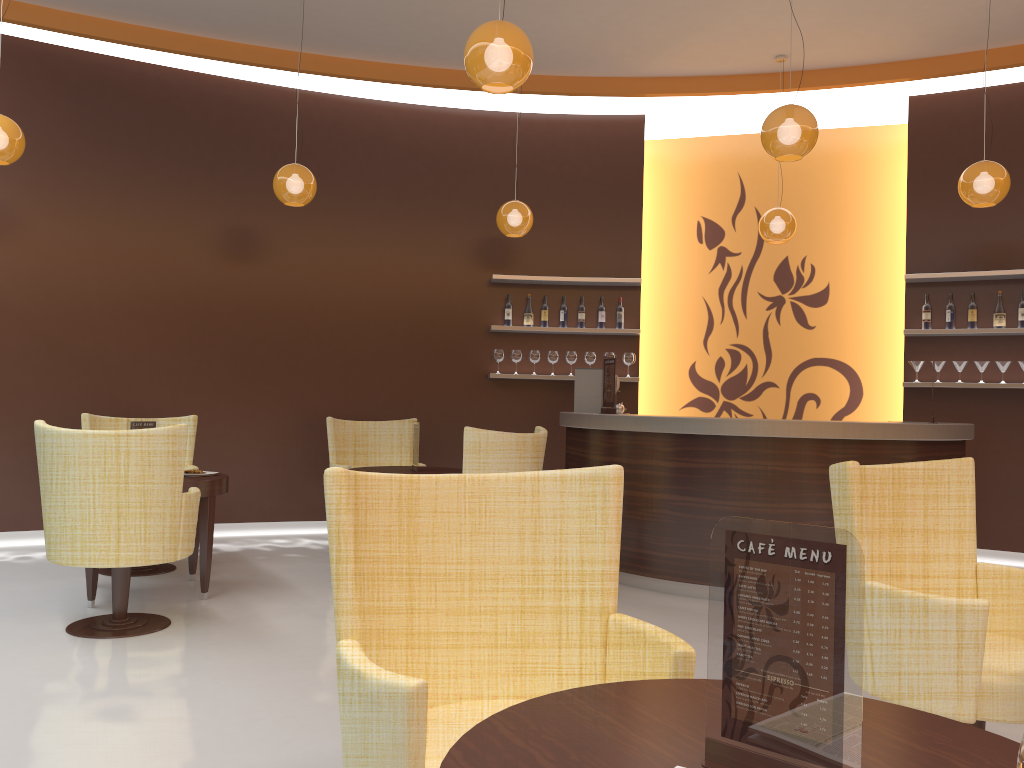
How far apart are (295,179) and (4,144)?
1.7 meters

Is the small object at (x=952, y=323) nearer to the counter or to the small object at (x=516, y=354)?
the counter

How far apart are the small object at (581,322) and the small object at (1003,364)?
3.3 meters

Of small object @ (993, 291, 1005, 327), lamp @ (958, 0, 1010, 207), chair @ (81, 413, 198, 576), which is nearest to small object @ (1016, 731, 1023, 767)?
lamp @ (958, 0, 1010, 207)

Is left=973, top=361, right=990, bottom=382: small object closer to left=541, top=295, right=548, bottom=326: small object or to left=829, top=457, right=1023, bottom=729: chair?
left=541, top=295, right=548, bottom=326: small object

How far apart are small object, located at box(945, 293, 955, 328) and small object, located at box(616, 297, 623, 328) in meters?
2.6 m

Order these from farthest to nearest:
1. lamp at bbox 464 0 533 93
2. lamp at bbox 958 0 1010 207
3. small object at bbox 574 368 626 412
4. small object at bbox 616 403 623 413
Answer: small object at bbox 574 368 626 412 < small object at bbox 616 403 623 413 < lamp at bbox 958 0 1010 207 < lamp at bbox 464 0 533 93

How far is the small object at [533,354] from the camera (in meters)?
7.84

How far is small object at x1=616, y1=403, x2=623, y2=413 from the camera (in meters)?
6.57

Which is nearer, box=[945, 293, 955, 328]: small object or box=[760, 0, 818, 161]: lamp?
box=[760, 0, 818, 161]: lamp
